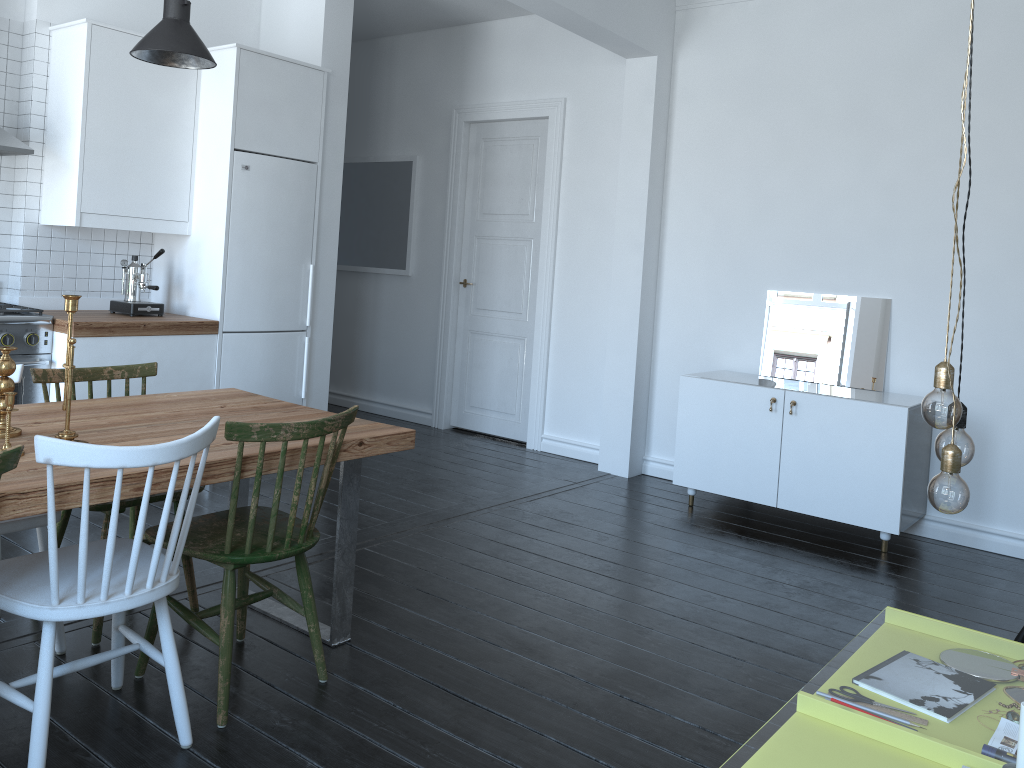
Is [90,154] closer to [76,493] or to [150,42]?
[150,42]

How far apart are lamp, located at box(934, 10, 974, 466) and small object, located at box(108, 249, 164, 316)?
3.97m

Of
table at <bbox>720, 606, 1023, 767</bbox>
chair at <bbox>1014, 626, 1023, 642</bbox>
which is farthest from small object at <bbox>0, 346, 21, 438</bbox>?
chair at <bbox>1014, 626, 1023, 642</bbox>

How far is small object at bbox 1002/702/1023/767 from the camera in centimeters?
160cm

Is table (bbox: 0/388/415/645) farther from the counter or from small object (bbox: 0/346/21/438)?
the counter

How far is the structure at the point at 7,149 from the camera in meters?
4.1

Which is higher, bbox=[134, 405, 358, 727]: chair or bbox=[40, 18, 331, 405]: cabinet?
bbox=[40, 18, 331, 405]: cabinet

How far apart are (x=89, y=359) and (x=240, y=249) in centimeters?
99cm

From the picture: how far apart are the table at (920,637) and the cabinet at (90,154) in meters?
3.5

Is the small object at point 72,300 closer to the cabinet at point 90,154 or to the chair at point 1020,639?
the cabinet at point 90,154
